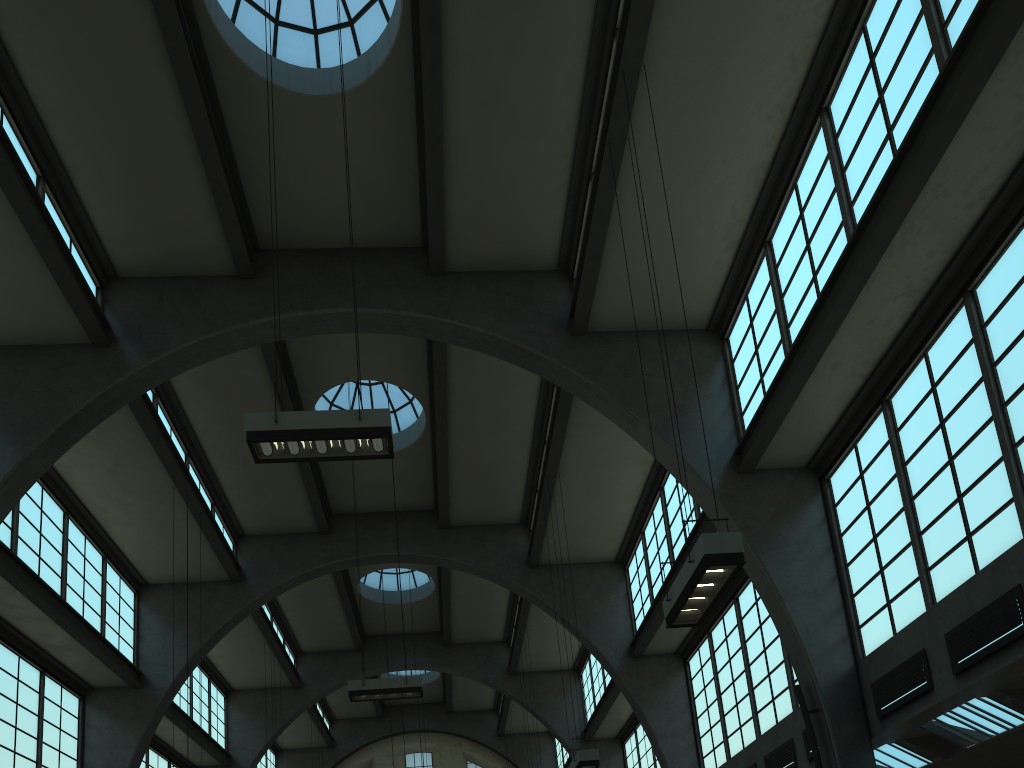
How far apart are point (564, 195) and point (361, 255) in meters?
4.2 m

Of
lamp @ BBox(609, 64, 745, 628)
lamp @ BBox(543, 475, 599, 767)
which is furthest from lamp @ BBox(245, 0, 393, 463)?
lamp @ BBox(543, 475, 599, 767)

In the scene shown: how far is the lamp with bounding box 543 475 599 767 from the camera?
14.2 meters

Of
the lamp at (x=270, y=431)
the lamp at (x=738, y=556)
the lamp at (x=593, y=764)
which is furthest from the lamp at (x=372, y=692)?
the lamp at (x=738, y=556)

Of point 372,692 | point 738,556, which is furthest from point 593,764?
point 738,556

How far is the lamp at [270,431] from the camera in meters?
9.0 m

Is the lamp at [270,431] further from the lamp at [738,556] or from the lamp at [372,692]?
the lamp at [372,692]

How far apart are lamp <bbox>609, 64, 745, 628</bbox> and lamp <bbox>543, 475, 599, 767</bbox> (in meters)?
6.43

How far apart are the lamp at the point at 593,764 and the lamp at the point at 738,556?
6.4m

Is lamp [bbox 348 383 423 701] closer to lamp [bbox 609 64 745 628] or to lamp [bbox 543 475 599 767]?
lamp [bbox 543 475 599 767]
